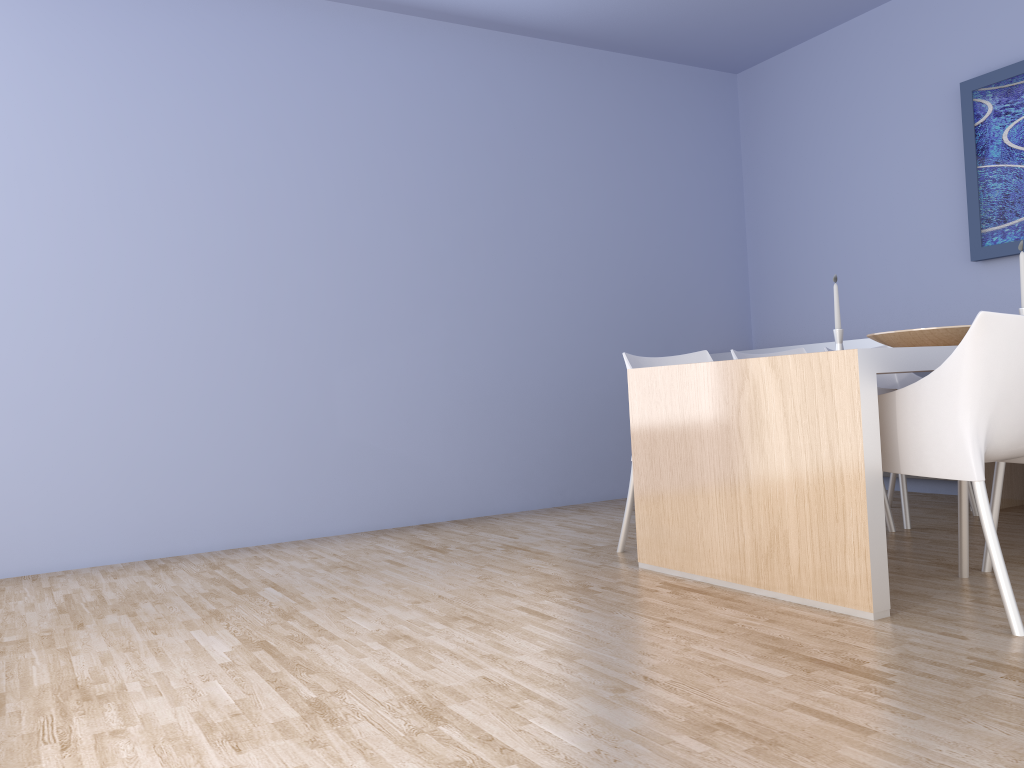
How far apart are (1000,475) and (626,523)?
1.32m

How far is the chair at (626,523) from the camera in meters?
3.5

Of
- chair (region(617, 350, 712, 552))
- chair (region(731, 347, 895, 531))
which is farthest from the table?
chair (region(731, 347, 895, 531))

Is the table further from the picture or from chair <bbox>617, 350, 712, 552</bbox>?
the picture

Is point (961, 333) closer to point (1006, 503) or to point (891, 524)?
point (891, 524)

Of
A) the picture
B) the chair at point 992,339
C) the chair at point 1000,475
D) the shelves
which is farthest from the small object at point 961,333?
the picture

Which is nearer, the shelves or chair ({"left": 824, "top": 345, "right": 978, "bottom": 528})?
chair ({"left": 824, "top": 345, "right": 978, "bottom": 528})

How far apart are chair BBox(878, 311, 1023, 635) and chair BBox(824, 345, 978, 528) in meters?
1.0

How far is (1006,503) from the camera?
4.1m

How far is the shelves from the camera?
4.1 meters
